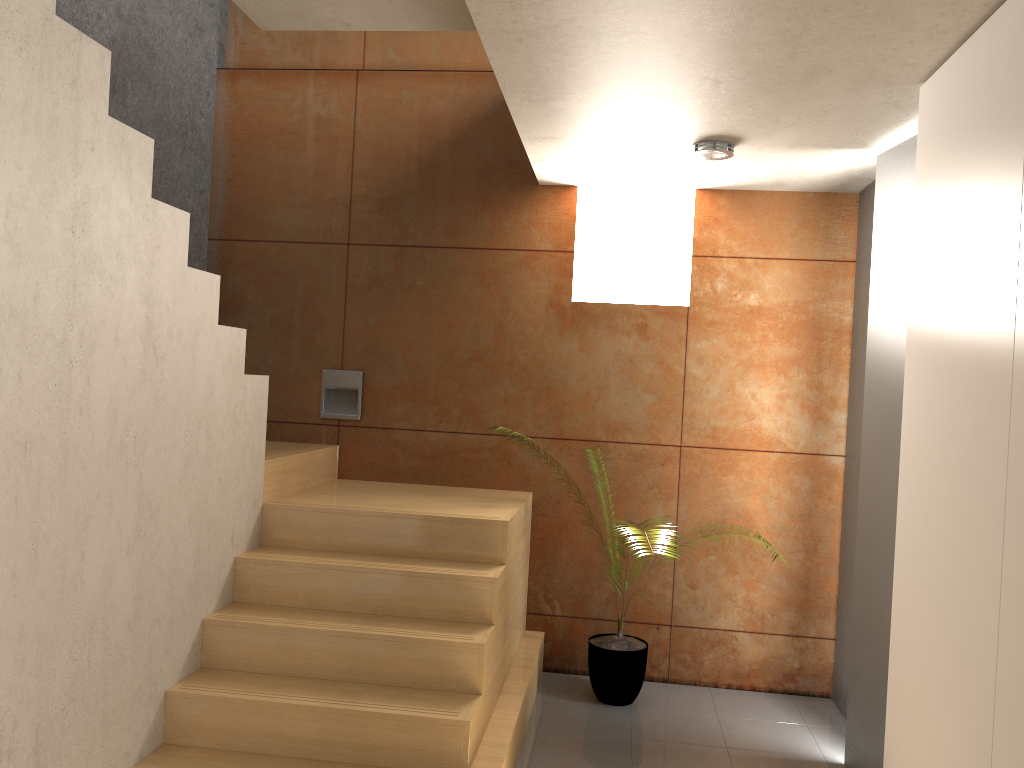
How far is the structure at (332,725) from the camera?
2.9 meters

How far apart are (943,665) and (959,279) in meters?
1.1

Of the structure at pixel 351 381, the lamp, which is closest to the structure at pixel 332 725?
the structure at pixel 351 381

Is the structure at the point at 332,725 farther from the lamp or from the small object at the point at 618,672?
the lamp

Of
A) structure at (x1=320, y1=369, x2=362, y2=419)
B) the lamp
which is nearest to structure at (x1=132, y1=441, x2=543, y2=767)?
structure at (x1=320, y1=369, x2=362, y2=419)

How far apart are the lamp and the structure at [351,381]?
2.08m

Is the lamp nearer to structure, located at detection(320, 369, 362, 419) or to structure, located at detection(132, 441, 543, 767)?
structure, located at detection(132, 441, 543, 767)

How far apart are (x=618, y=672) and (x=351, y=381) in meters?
2.0

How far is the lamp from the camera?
3.6m

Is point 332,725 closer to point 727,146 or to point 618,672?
point 618,672
